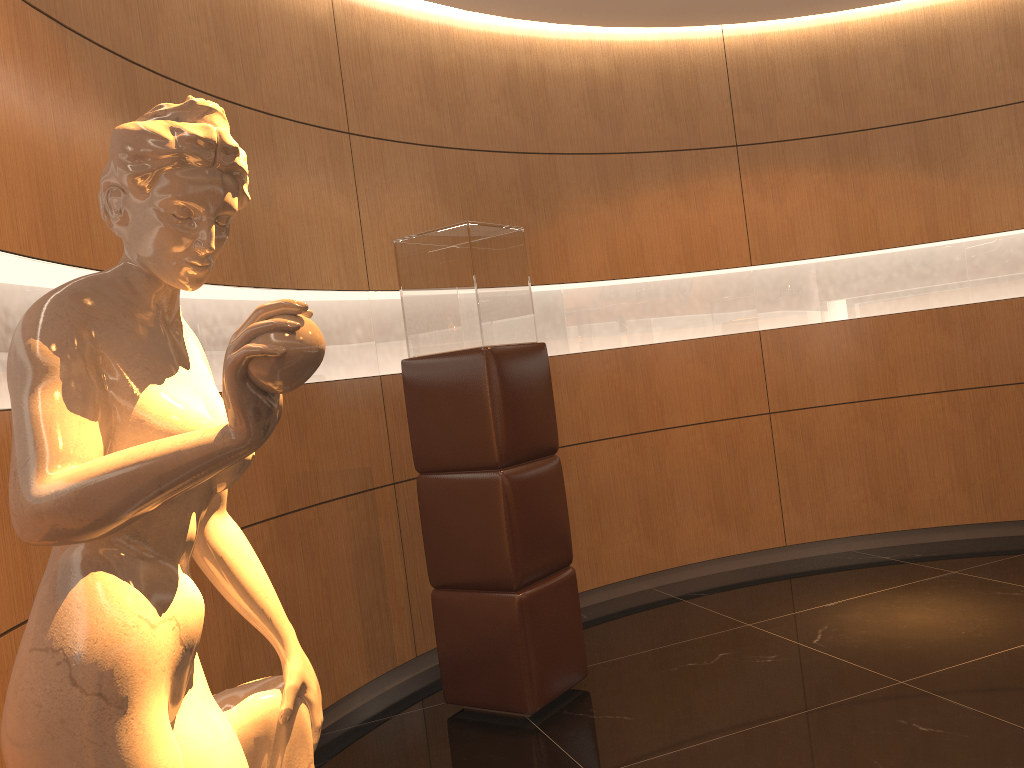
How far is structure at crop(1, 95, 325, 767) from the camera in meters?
1.0 m

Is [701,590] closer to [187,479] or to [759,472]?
[759,472]

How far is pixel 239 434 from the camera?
1.05m

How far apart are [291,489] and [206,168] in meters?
2.5 m

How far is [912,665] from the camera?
3.6 meters

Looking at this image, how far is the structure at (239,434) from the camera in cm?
105
